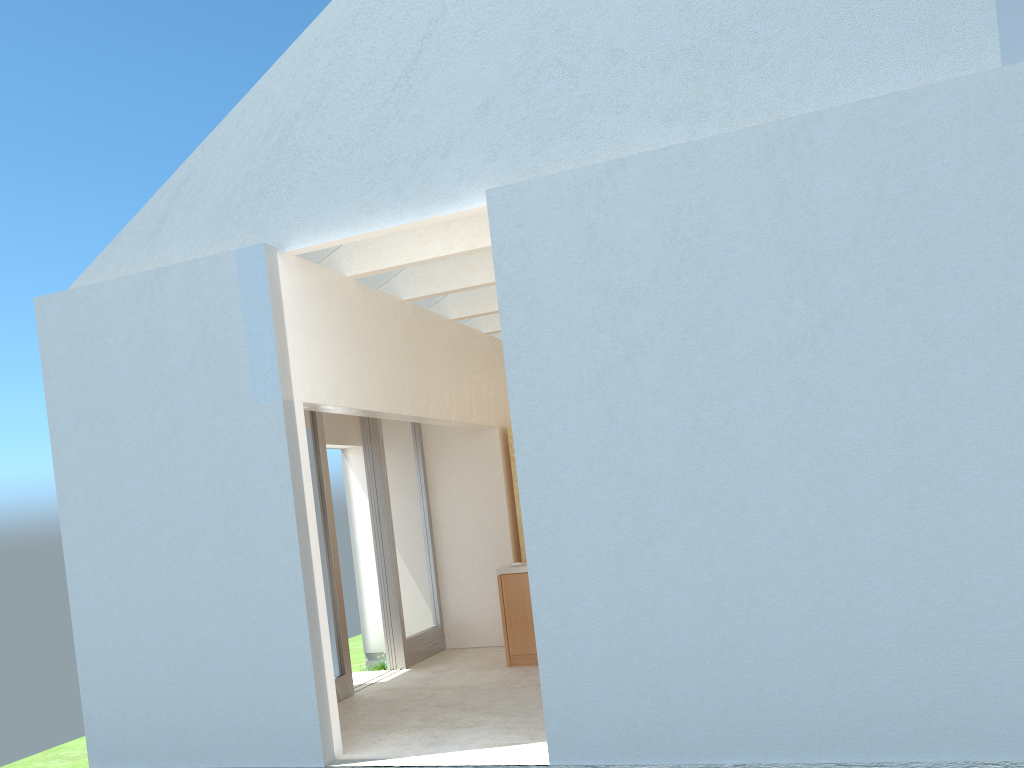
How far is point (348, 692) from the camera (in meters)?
18.06

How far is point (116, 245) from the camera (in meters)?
15.59

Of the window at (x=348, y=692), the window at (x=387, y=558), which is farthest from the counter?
the window at (x=348, y=692)

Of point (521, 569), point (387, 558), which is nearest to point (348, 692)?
point (387, 558)

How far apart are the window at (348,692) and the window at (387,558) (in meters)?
2.60

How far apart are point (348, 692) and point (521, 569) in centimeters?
447cm

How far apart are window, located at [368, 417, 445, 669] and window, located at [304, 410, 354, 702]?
→ 2.6 meters

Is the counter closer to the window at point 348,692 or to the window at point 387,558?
the window at point 387,558

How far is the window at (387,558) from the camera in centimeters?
2097cm

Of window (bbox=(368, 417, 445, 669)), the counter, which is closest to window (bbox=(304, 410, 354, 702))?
window (bbox=(368, 417, 445, 669))
